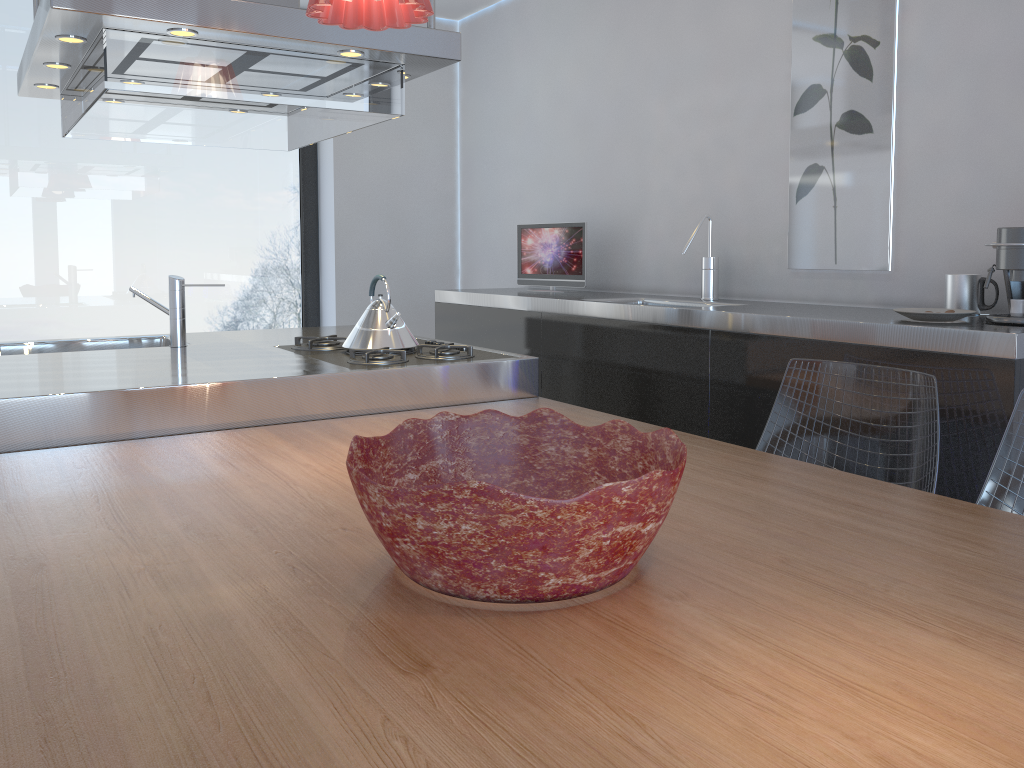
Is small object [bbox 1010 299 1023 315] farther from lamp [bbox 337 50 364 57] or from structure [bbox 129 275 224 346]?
structure [bbox 129 275 224 346]

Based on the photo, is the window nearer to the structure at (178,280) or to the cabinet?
the cabinet

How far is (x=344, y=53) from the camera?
2.4m

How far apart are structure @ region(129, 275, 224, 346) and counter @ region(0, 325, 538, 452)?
0.04m

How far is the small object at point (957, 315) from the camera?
2.2m

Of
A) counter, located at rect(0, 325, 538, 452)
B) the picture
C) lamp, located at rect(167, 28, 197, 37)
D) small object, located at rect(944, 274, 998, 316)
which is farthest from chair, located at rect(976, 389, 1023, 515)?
lamp, located at rect(167, 28, 197, 37)

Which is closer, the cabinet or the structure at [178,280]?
the cabinet

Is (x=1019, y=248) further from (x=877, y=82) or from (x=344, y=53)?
(x=344, y=53)

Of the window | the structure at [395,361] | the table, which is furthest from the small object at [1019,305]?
the window

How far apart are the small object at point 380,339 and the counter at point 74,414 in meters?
0.2
